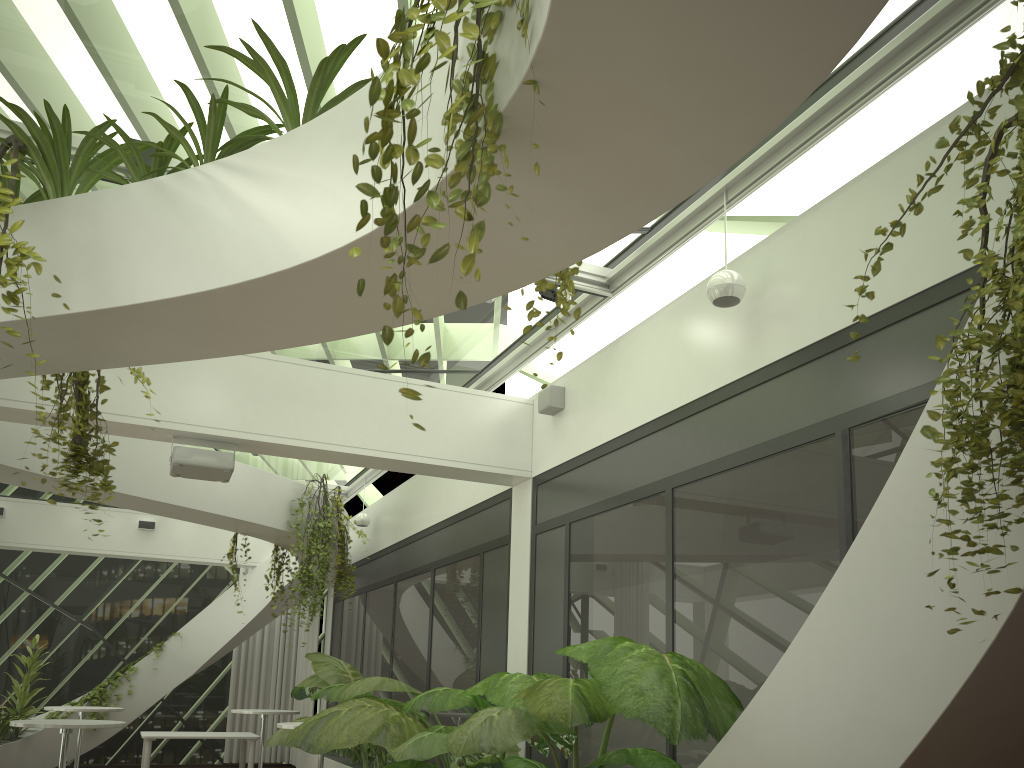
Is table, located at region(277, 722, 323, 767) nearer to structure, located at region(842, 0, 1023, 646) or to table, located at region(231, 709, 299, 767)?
table, located at region(231, 709, 299, 767)

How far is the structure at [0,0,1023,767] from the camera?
2.0 meters

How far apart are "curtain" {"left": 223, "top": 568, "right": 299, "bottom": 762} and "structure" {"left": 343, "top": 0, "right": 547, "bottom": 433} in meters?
13.7 m

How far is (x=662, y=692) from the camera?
3.7 meters

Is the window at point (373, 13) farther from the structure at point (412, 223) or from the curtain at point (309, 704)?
the curtain at point (309, 704)

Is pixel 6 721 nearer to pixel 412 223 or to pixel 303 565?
pixel 303 565

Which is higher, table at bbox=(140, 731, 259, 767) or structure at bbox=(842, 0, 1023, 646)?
structure at bbox=(842, 0, 1023, 646)

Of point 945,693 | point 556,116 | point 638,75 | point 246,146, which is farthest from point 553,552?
point 638,75

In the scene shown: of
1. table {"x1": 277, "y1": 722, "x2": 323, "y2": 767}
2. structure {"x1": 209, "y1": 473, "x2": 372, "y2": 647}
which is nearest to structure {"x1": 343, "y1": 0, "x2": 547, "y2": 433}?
table {"x1": 277, "y1": 722, "x2": 323, "y2": 767}

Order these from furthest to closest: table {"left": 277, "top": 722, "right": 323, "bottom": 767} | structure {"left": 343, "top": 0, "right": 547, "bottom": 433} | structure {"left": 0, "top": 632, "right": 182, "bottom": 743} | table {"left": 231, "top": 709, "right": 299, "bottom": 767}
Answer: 1. structure {"left": 0, "top": 632, "right": 182, "bottom": 743}
2. table {"left": 231, "top": 709, "right": 299, "bottom": 767}
3. table {"left": 277, "top": 722, "right": 323, "bottom": 767}
4. structure {"left": 343, "top": 0, "right": 547, "bottom": 433}
